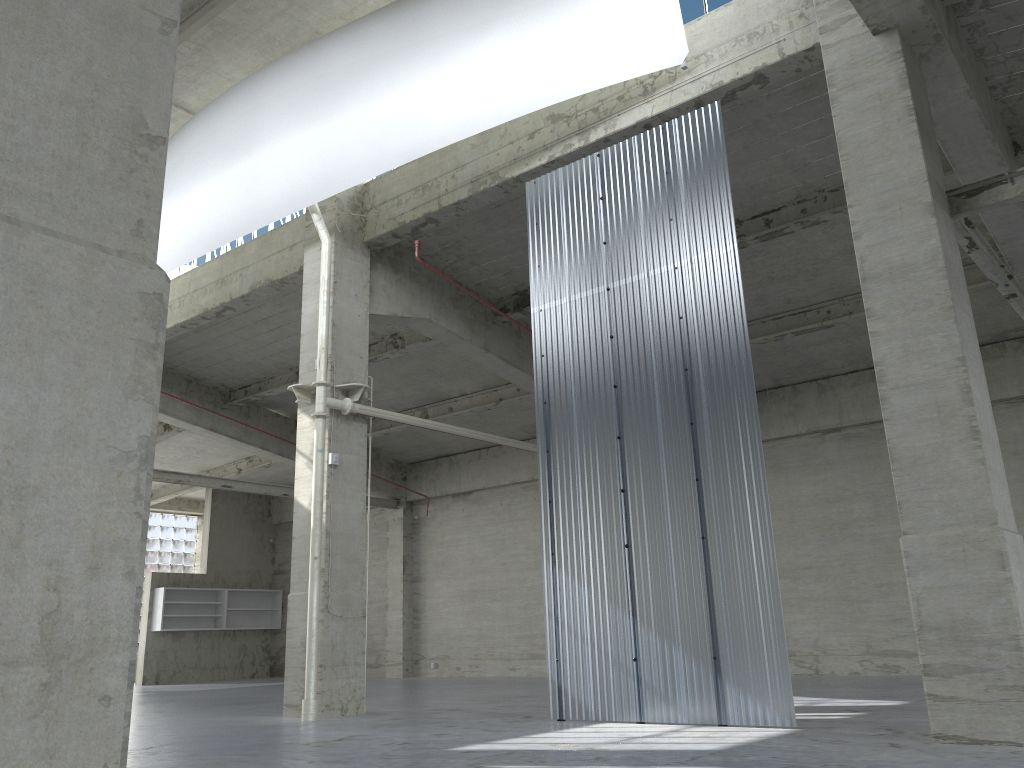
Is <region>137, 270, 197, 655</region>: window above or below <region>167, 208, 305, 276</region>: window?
below

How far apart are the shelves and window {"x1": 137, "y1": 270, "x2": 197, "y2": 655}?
5.4 meters

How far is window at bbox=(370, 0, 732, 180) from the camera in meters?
16.5

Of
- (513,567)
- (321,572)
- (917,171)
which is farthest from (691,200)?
(513,567)

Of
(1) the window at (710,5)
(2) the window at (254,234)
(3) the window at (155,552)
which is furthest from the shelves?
(1) the window at (710,5)

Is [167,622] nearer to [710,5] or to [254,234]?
[254,234]

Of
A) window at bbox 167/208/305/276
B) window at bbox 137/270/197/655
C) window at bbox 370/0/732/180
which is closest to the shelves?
window at bbox 137/270/197/655

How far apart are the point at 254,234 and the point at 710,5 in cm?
1418

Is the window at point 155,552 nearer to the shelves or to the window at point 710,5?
the shelves

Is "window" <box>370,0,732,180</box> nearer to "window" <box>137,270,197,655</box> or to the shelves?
A: the shelves
